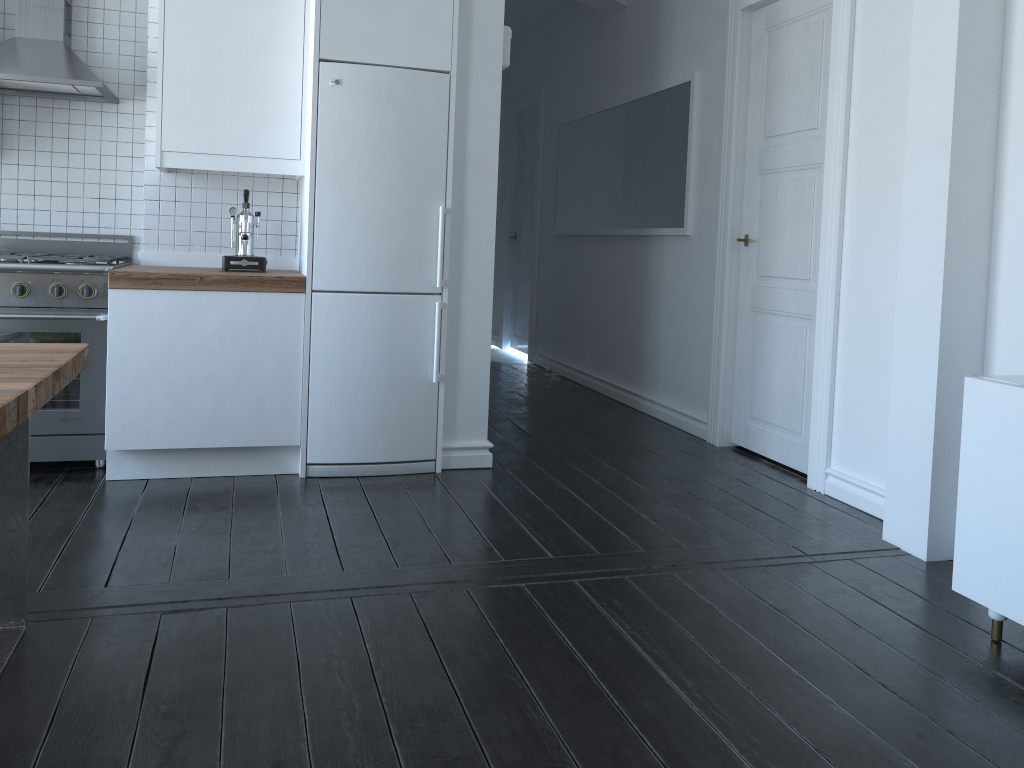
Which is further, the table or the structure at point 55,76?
the structure at point 55,76

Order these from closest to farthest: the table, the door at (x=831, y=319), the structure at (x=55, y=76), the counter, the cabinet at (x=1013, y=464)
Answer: the table
the cabinet at (x=1013, y=464)
the counter
the structure at (x=55, y=76)
the door at (x=831, y=319)

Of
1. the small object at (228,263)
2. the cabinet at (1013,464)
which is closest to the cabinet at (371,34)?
the small object at (228,263)

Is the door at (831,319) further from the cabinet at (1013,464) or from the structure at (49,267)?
the structure at (49,267)

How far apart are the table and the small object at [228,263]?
1.5 meters

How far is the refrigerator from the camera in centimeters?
372cm

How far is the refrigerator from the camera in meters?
3.7 m

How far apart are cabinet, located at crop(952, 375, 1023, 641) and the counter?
2.57m

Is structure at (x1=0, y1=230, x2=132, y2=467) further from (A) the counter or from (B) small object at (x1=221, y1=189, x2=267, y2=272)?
(B) small object at (x1=221, y1=189, x2=267, y2=272)

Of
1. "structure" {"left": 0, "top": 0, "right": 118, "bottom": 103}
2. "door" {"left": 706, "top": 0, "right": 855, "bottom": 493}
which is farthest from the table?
"door" {"left": 706, "top": 0, "right": 855, "bottom": 493}
